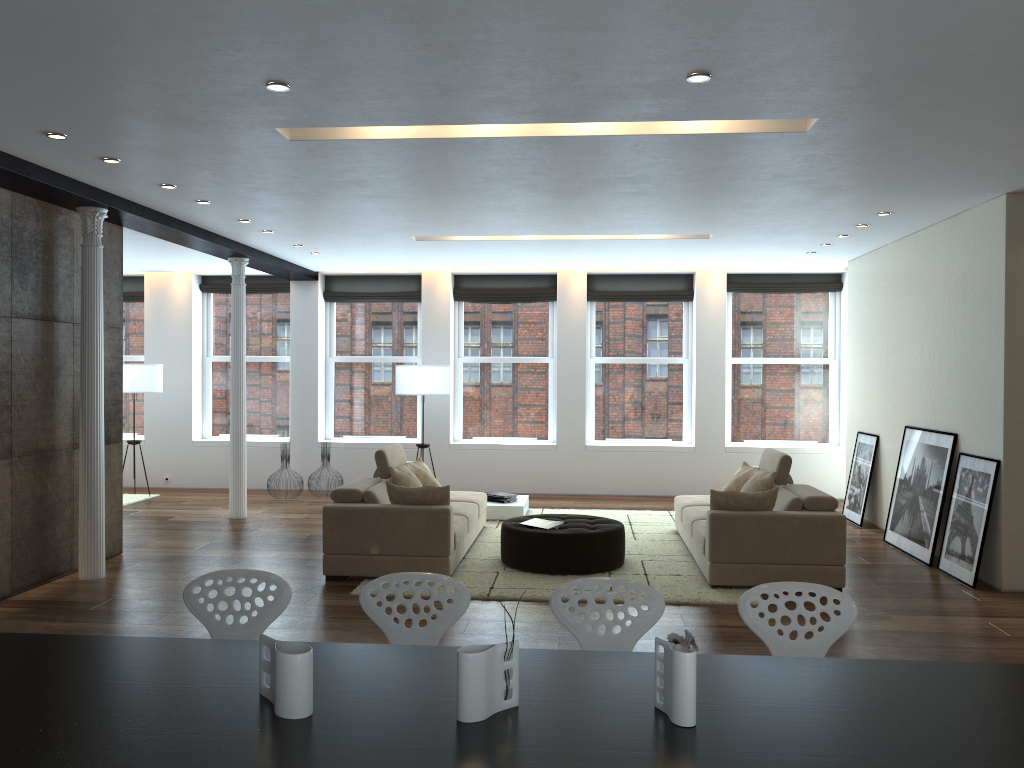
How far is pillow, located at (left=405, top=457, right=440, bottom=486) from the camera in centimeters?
832cm

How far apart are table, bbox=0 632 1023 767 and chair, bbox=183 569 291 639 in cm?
52

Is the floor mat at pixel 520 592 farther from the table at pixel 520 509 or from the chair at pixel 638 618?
the chair at pixel 638 618

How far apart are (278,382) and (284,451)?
1.56m

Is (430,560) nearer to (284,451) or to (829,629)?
(829,629)

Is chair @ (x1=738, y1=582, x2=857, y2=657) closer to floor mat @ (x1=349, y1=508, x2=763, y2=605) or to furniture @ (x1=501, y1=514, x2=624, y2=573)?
floor mat @ (x1=349, y1=508, x2=763, y2=605)

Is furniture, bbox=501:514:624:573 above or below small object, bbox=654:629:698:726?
below

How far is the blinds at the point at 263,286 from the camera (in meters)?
12.46

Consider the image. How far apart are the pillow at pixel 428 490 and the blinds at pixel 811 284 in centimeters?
646cm

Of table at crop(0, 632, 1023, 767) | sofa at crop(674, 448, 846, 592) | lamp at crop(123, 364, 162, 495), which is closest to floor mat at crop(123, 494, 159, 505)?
lamp at crop(123, 364, 162, 495)
